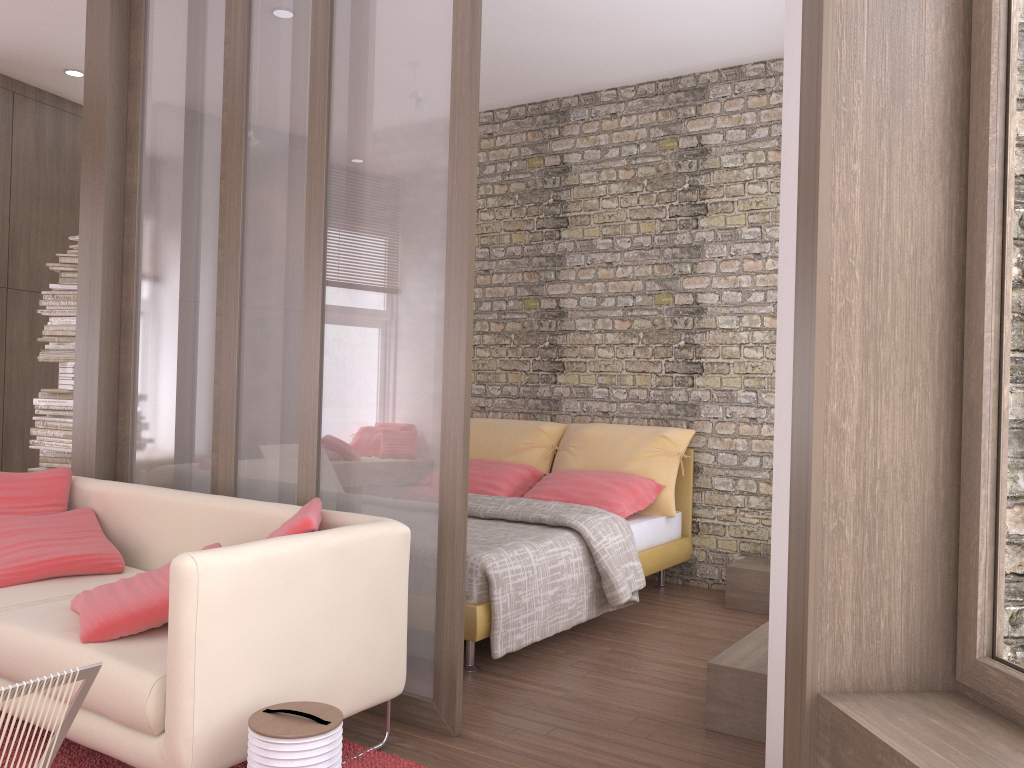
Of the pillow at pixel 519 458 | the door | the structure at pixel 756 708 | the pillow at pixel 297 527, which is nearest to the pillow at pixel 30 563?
the pillow at pixel 297 527

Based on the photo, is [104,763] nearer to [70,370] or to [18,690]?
[18,690]

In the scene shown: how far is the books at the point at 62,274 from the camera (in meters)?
5.35

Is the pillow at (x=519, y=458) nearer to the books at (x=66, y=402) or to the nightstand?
the nightstand

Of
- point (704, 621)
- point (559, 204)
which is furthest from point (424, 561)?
point (559, 204)

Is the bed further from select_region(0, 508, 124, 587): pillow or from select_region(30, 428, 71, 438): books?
select_region(30, 428, 71, 438): books

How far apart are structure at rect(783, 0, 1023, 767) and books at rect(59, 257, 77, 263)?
4.52m

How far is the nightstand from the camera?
4.89m

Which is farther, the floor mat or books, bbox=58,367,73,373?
books, bbox=58,367,73,373

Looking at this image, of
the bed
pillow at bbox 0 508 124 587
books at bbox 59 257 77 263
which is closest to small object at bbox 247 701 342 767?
Result: the bed
